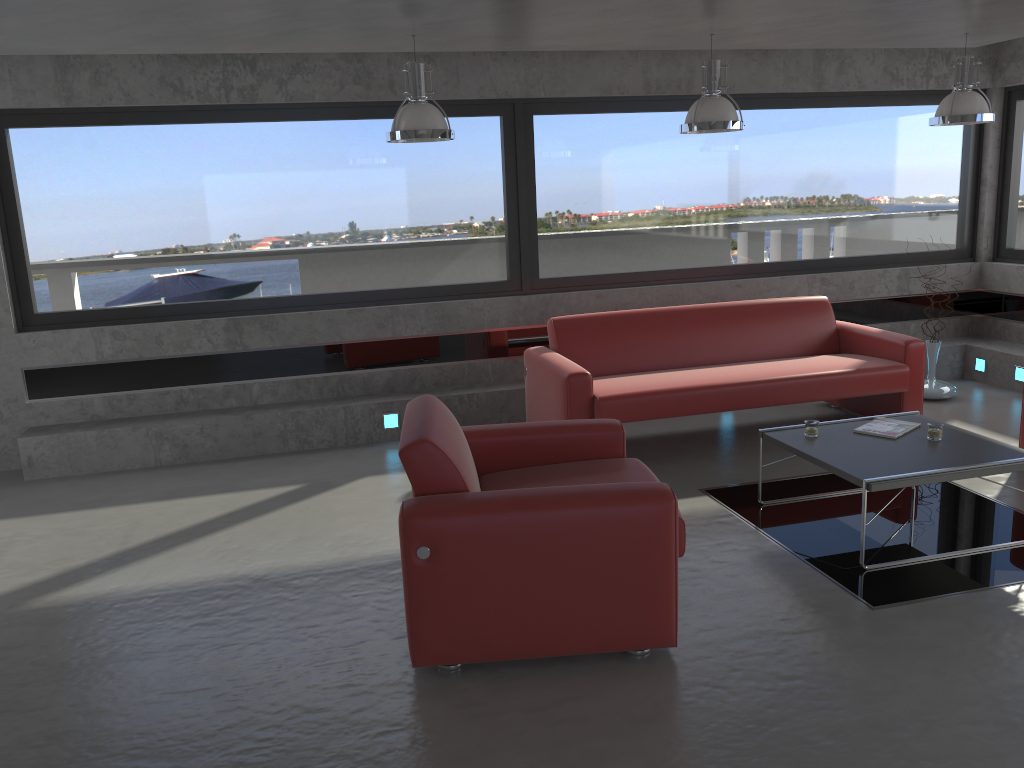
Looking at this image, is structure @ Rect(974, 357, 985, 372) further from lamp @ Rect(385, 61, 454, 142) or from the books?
lamp @ Rect(385, 61, 454, 142)

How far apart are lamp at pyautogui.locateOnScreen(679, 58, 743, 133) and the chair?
2.1 meters

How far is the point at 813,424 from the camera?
4.7m

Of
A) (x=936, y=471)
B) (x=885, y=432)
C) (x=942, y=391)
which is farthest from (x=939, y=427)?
(x=942, y=391)

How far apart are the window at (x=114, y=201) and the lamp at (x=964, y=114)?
1.67m

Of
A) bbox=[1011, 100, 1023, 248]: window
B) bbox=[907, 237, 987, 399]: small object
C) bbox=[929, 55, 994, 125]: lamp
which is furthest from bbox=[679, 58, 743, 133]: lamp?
bbox=[1011, 100, 1023, 248]: window

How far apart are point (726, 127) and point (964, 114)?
1.7m

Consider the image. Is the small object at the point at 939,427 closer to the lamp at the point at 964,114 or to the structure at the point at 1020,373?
the lamp at the point at 964,114

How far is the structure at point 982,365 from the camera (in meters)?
7.54

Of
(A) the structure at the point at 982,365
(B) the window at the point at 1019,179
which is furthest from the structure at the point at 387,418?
(B) the window at the point at 1019,179
